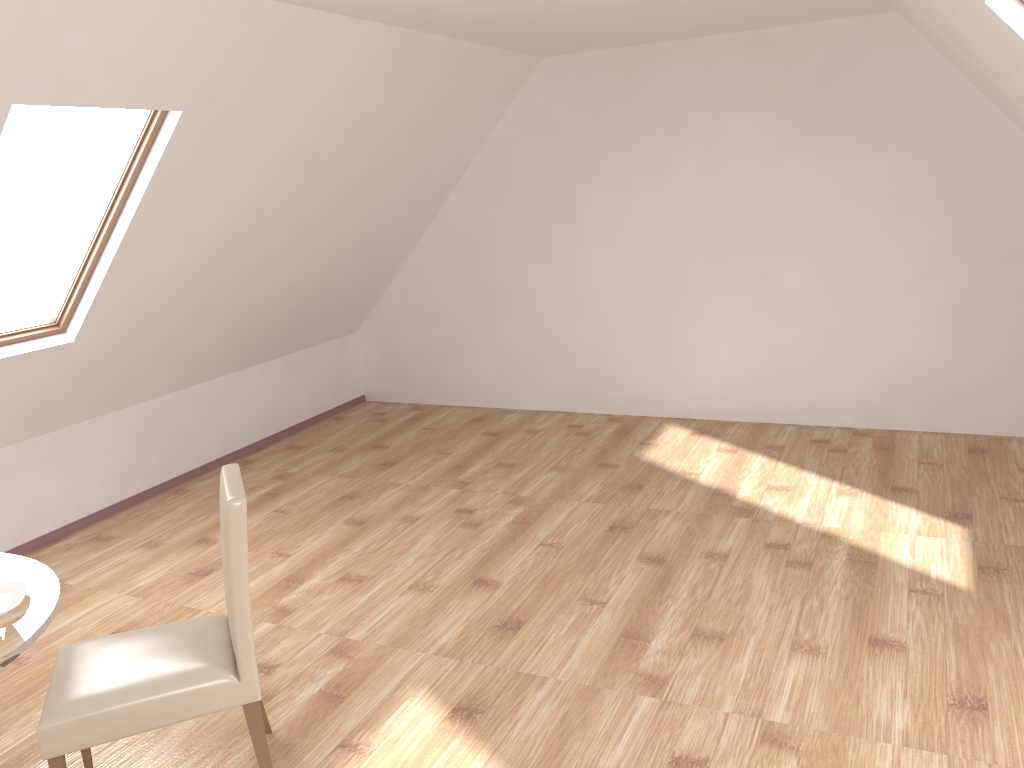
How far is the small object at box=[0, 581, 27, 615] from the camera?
2.4 meters

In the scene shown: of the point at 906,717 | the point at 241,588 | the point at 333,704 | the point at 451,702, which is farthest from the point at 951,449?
the point at 241,588

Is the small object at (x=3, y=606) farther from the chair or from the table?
the chair

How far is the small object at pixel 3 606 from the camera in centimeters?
241cm

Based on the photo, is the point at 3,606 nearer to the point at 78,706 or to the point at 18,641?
the point at 18,641

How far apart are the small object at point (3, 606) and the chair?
0.29m

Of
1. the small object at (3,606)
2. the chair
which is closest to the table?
the small object at (3,606)

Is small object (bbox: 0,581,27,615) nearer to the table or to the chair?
the table

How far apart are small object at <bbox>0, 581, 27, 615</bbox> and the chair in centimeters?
29cm

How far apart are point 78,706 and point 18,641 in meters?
0.3 m
